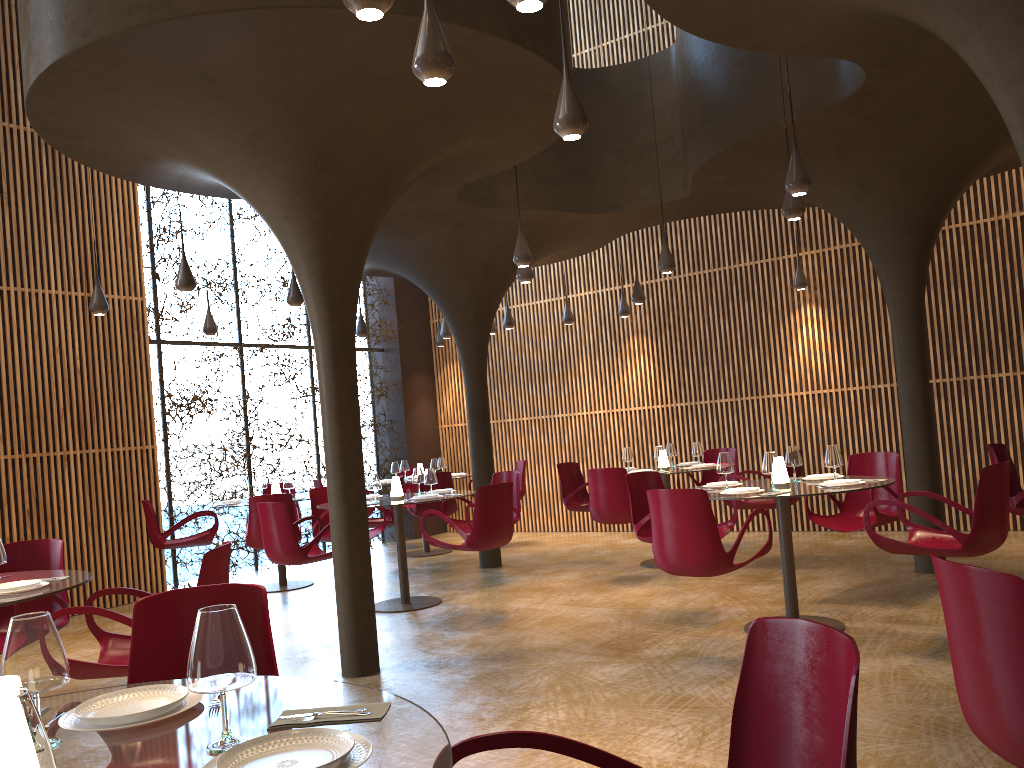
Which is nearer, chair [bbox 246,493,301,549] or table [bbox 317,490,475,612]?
table [bbox 317,490,475,612]

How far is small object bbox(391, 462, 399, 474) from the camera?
13.08m

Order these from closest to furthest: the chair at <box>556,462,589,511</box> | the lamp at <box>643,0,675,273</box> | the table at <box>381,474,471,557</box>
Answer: the lamp at <box>643,0,675,273</box> → the chair at <box>556,462,589,511</box> → the table at <box>381,474,471,557</box>

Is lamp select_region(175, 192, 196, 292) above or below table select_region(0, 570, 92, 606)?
above

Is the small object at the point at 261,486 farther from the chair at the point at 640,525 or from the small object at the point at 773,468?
the small object at the point at 773,468

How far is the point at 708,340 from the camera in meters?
13.1

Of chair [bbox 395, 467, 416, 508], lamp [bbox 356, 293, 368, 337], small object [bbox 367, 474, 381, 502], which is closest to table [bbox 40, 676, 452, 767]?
small object [bbox 367, 474, 381, 502]

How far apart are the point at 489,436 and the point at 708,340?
3.8 meters

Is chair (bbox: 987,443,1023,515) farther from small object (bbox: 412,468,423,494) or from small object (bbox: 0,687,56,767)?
small object (bbox: 0,687,56,767)

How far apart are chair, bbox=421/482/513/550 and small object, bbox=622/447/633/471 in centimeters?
277cm
